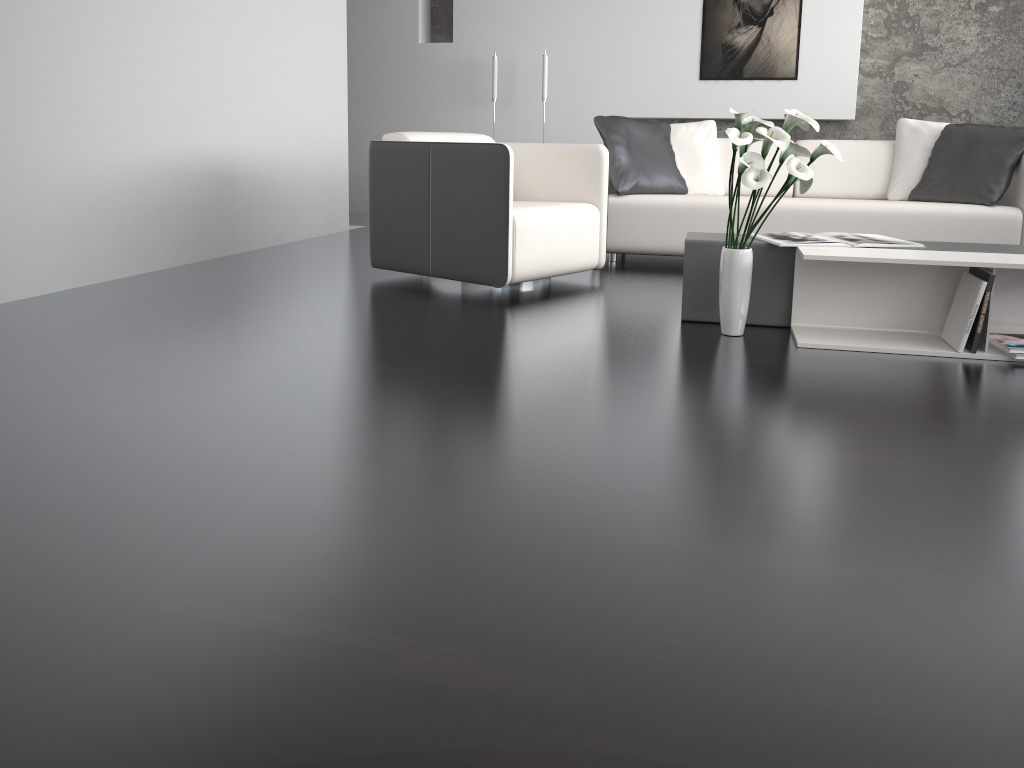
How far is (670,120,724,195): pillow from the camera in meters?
5.1 m

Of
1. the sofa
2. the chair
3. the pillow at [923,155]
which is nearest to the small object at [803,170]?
the chair

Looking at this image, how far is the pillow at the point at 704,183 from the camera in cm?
508

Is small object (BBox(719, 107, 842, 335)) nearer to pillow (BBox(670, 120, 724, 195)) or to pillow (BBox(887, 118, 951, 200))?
pillow (BBox(670, 120, 724, 195))

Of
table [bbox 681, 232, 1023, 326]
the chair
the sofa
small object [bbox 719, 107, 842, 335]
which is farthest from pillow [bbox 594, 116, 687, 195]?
small object [bbox 719, 107, 842, 335]

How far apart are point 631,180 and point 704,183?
0.5 meters

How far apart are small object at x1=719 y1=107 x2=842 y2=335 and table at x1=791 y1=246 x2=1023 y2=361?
0.2 meters

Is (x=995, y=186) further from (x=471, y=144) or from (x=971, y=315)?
(x=471, y=144)

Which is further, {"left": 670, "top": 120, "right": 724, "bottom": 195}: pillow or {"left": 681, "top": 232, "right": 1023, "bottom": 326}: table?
{"left": 670, "top": 120, "right": 724, "bottom": 195}: pillow

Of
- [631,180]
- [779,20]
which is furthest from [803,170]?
[779,20]
